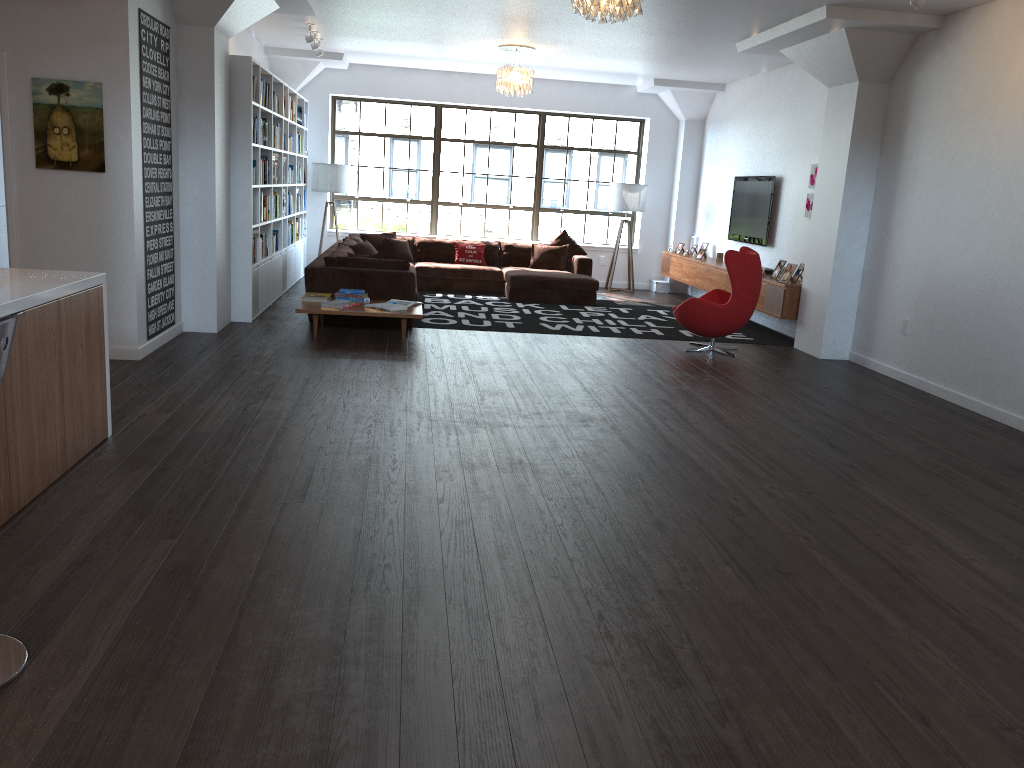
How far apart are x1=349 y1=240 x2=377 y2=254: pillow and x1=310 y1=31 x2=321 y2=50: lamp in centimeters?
226cm

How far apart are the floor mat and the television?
1.0m

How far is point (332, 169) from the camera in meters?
12.4 m

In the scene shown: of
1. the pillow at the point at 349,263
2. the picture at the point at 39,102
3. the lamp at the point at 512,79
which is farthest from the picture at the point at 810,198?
the picture at the point at 39,102

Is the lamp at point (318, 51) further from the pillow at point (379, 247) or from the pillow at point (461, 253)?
the pillow at point (461, 253)

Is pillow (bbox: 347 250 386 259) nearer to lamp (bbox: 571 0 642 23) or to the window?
lamp (bbox: 571 0 642 23)

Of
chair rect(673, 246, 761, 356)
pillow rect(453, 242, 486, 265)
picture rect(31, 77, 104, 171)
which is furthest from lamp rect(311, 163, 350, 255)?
picture rect(31, 77, 104, 171)

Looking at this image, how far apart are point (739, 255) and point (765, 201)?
2.77m

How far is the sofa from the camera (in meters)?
8.54

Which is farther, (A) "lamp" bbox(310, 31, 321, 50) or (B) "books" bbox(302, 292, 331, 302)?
(A) "lamp" bbox(310, 31, 321, 50)
